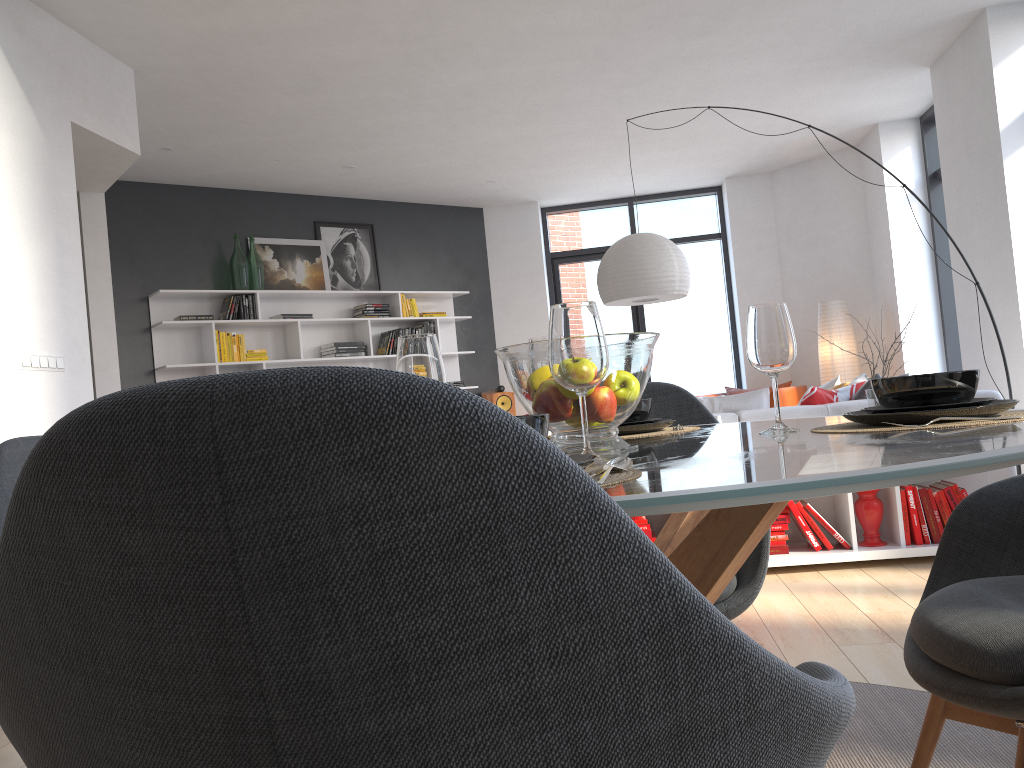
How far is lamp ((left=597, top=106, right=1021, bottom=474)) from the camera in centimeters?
544cm

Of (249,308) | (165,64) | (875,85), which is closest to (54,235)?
(165,64)

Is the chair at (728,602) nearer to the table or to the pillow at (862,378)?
the table

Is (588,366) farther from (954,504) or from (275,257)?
(275,257)

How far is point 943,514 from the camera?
3.9 meters

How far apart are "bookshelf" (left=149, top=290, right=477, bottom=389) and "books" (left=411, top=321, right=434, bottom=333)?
0.07m

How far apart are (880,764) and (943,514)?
2.3 meters

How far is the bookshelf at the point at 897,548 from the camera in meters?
3.9

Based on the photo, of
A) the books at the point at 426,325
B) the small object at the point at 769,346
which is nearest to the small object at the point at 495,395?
the books at the point at 426,325

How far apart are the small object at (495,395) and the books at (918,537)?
5.3 meters
